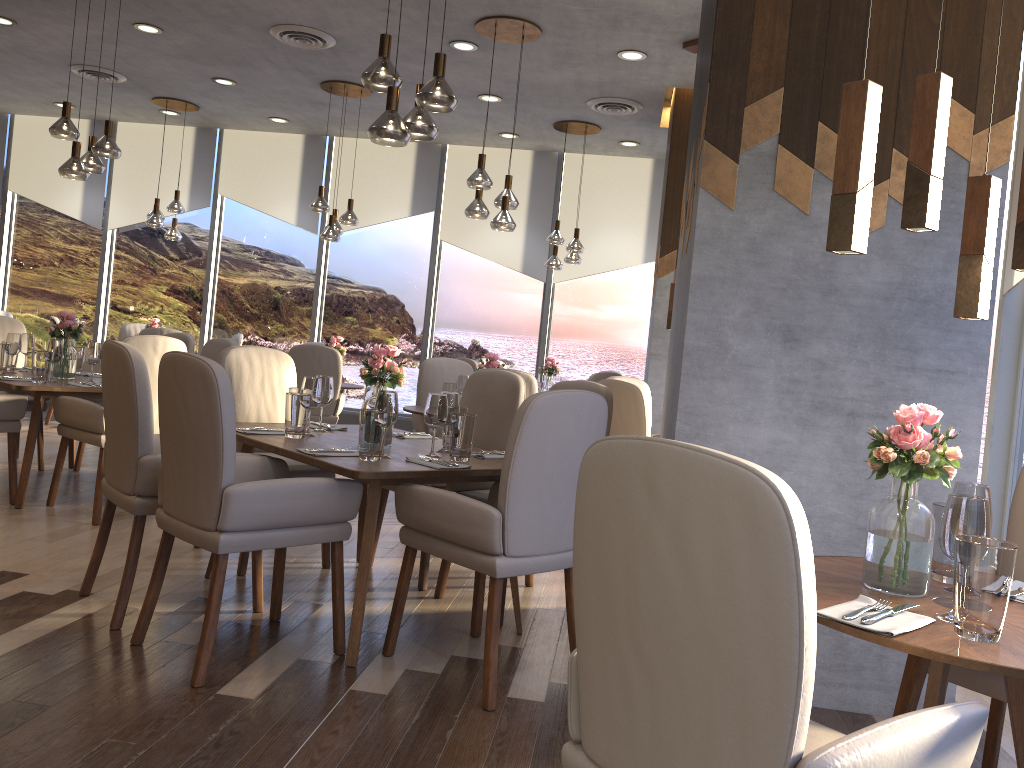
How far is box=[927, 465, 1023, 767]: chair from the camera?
2.11m

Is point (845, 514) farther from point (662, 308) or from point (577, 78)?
point (577, 78)

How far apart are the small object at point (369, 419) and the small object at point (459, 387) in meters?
2.8

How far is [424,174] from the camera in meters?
9.4 m

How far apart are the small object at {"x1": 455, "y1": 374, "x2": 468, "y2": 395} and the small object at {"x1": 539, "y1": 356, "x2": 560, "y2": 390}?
2.3 meters

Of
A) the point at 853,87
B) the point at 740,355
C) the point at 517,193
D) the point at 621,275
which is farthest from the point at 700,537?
the point at 517,193

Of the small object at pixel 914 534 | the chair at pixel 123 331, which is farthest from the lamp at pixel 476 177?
the chair at pixel 123 331

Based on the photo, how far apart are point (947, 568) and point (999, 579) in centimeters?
50cm

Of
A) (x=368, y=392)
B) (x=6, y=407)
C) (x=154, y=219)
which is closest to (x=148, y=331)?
(x=154, y=219)

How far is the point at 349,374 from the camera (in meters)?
9.63
